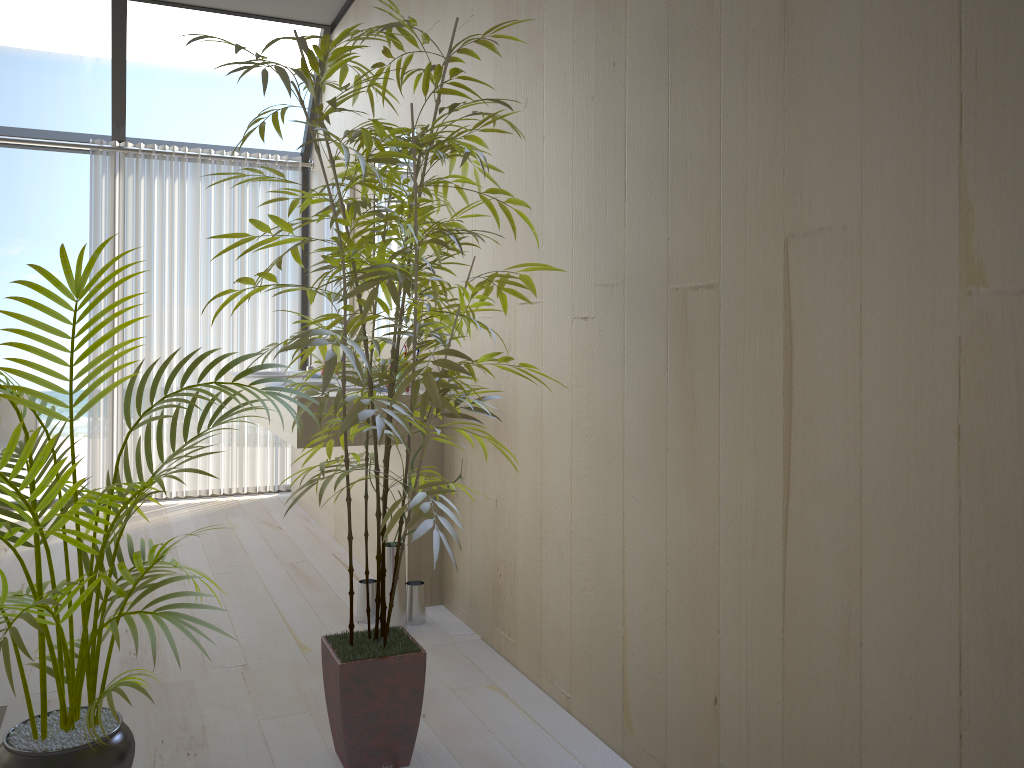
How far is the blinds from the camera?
5.1m

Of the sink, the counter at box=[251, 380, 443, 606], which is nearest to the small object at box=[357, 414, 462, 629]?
the counter at box=[251, 380, 443, 606]

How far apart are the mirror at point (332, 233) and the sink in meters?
0.4

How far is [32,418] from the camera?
4.68m

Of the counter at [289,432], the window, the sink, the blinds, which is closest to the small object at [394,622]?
the counter at [289,432]

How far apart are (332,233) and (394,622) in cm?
257

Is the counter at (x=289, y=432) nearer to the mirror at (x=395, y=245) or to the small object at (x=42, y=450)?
the mirror at (x=395, y=245)

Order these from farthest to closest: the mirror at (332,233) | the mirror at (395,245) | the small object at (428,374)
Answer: the mirror at (332,233)
the mirror at (395,245)
the small object at (428,374)

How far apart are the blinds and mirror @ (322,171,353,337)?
0.53m

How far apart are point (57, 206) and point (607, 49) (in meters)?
14.28
